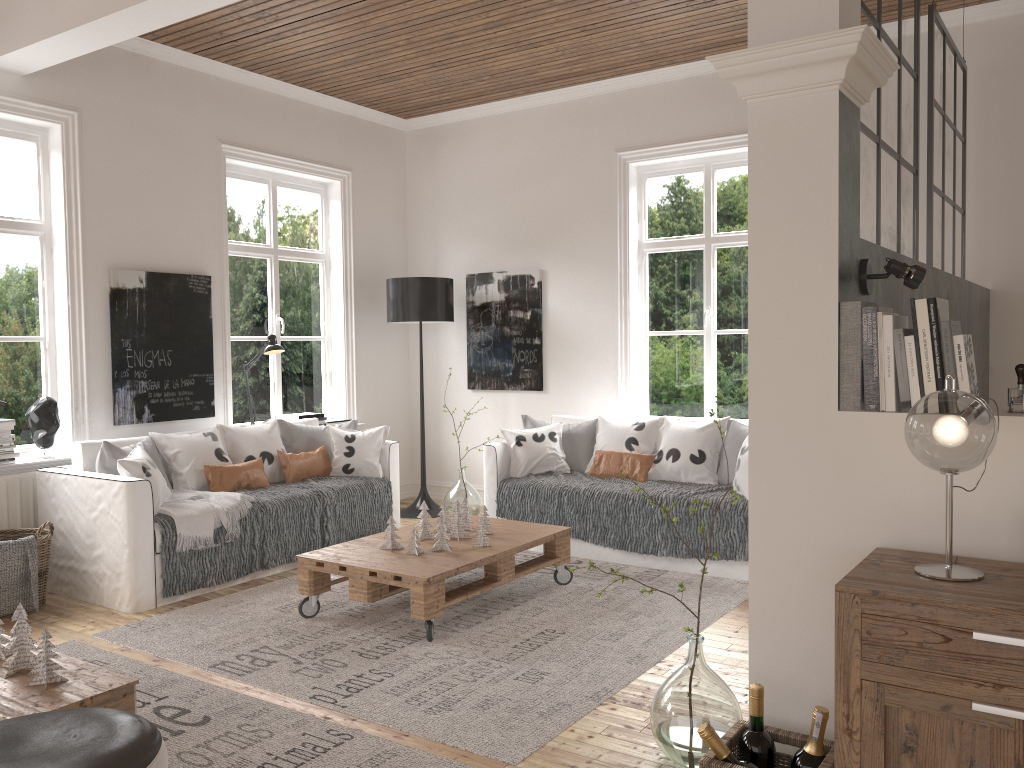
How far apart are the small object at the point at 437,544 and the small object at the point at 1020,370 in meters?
2.6 m

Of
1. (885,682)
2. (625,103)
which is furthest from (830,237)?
(625,103)

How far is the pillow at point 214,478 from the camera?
5.00m

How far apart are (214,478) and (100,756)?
3.3 meters

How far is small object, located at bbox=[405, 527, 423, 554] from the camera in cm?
407

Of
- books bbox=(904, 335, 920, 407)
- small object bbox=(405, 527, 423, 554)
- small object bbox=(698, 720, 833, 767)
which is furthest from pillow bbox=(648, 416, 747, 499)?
books bbox=(904, 335, 920, 407)

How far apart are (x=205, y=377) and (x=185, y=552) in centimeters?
158cm

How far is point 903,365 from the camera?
2.14m

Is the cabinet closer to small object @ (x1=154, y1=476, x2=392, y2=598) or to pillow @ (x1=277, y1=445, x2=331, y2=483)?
small object @ (x1=154, y1=476, x2=392, y2=598)

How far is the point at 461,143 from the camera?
6.97m
